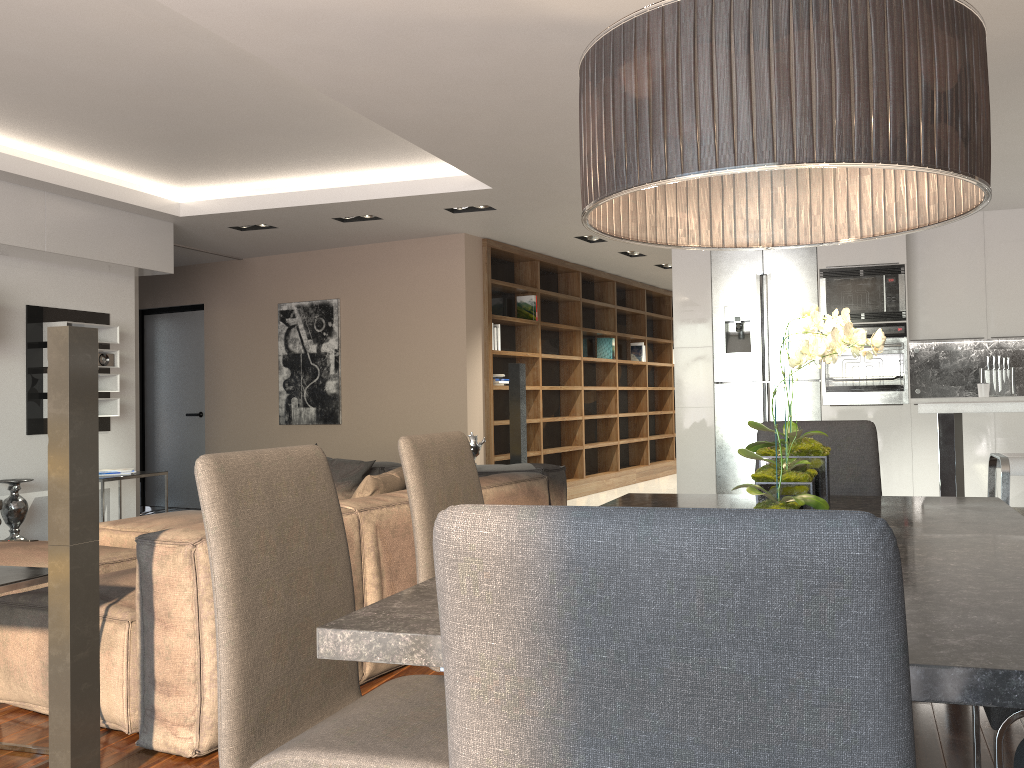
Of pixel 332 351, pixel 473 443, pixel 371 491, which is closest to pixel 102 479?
pixel 332 351

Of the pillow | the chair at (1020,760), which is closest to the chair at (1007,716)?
the chair at (1020,760)

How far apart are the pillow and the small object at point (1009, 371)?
4.87m

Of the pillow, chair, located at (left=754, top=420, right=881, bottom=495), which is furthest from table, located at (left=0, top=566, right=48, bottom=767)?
chair, located at (left=754, top=420, right=881, bottom=495)

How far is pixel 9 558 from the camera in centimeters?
389cm

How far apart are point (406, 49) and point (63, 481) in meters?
2.2 m

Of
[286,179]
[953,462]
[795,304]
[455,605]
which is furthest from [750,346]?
[455,605]

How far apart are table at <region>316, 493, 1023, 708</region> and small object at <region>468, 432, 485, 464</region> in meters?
3.2

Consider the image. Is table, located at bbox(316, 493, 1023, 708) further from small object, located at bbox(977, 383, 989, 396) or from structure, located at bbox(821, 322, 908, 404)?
small object, located at bbox(977, 383, 989, 396)

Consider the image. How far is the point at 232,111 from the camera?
5.1m
